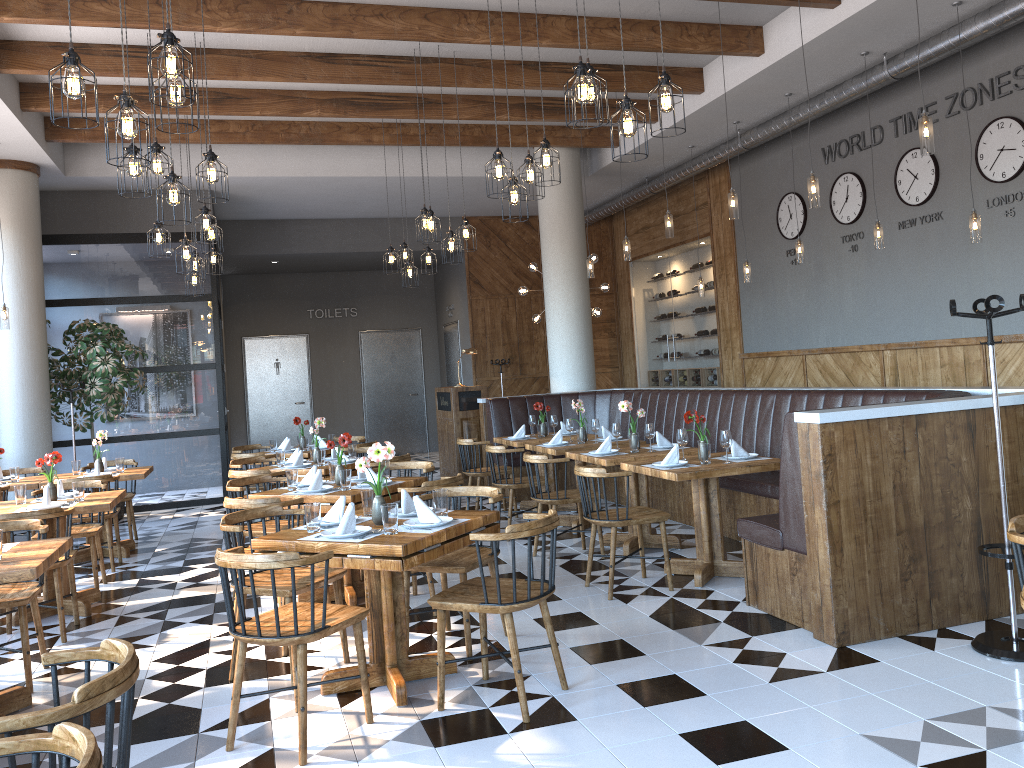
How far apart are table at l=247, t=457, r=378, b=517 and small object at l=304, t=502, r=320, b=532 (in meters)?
3.11

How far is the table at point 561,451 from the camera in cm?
756

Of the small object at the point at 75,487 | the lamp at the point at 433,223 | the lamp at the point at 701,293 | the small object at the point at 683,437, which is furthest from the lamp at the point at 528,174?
the lamp at the point at 701,293

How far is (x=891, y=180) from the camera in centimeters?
889cm

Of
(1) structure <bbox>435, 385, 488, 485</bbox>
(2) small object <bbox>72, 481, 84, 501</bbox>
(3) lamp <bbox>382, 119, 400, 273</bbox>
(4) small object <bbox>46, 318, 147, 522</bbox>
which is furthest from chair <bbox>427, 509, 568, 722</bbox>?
(4) small object <bbox>46, 318, 147, 522</bbox>

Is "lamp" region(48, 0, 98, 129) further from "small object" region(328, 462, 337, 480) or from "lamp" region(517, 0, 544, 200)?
"small object" region(328, 462, 337, 480)

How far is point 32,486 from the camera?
7.7m

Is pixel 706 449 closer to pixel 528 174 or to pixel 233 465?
pixel 528 174

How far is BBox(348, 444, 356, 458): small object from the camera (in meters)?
7.87

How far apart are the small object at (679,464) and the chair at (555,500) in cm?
97
